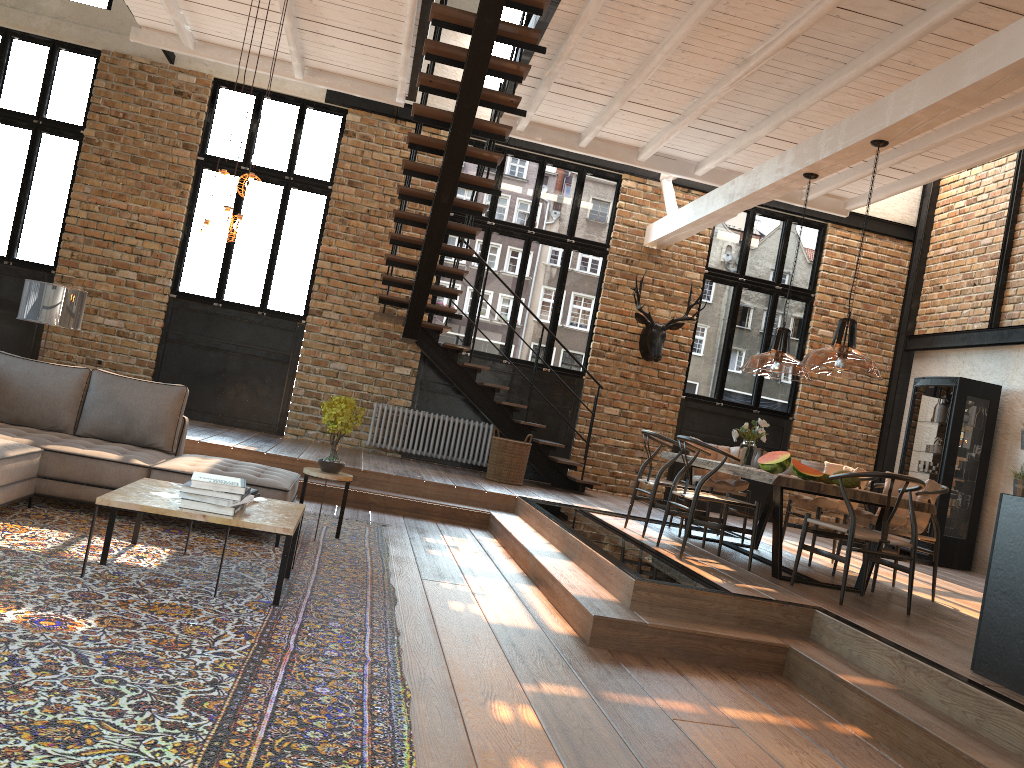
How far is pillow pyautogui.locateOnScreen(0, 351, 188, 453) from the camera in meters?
6.0

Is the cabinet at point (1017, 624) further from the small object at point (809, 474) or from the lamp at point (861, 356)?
the small object at point (809, 474)

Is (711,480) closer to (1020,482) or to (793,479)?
(793,479)

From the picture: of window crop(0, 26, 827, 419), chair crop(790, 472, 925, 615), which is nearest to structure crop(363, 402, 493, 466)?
window crop(0, 26, 827, 419)

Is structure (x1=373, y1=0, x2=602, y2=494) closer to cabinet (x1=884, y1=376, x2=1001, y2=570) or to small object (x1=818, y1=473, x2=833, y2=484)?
cabinet (x1=884, y1=376, x2=1001, y2=570)

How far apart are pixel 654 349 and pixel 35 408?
7.3 meters

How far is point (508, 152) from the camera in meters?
11.3

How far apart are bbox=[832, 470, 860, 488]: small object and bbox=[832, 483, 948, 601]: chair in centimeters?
97cm

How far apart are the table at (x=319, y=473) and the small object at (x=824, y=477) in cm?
332

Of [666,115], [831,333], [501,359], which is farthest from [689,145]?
[831,333]
